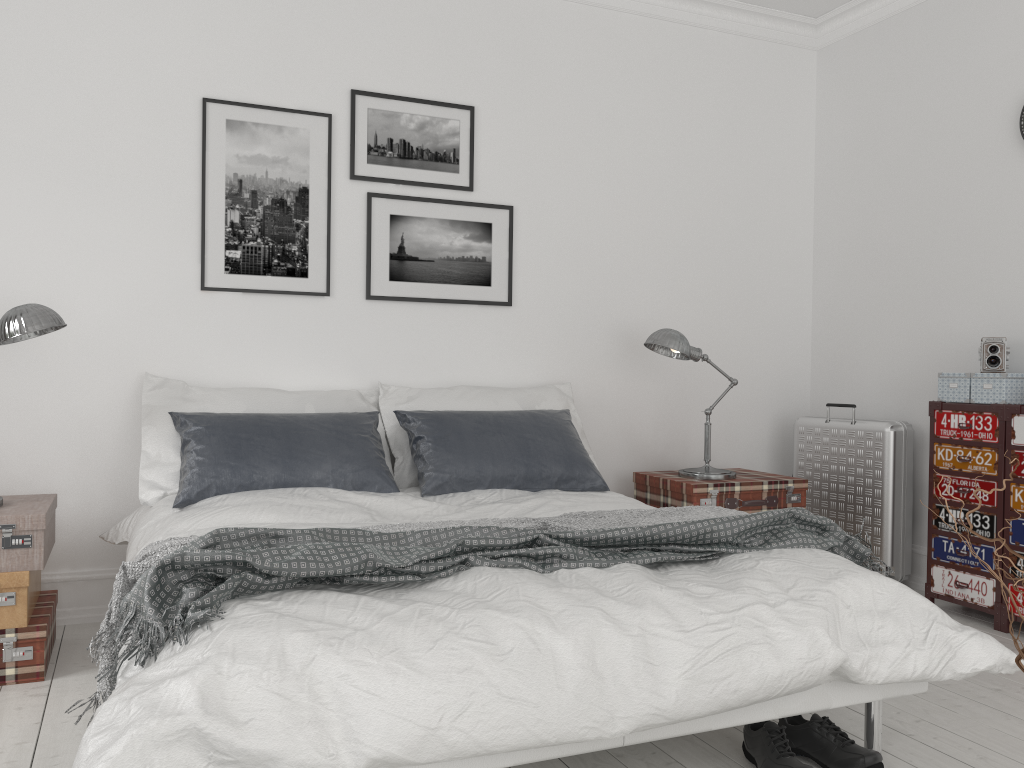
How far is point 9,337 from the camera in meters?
3.0 m

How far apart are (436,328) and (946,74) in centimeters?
273cm

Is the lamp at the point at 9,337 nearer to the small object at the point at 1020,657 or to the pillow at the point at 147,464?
the pillow at the point at 147,464

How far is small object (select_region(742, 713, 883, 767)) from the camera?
2.2m

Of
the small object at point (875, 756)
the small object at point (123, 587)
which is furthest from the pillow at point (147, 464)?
the small object at point (875, 756)

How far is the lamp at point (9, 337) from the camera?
2.96m

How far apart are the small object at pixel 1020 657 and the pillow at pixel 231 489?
2.5 meters

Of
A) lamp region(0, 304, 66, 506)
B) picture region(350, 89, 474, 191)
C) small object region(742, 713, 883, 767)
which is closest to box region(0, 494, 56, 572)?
lamp region(0, 304, 66, 506)

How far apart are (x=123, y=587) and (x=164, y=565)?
0.3m

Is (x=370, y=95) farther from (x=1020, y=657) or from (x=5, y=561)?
(x=1020, y=657)
